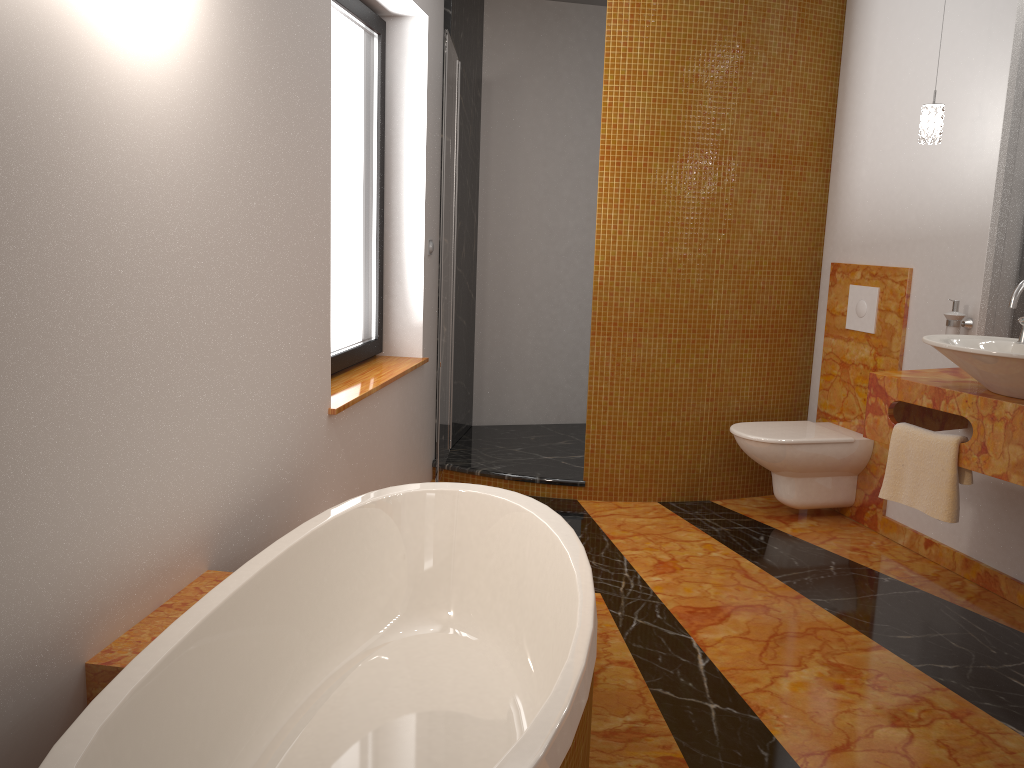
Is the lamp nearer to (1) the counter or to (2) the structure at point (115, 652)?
(1) the counter

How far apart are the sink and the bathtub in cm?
129

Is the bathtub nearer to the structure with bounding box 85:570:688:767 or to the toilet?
the structure with bounding box 85:570:688:767

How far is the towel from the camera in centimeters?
279cm

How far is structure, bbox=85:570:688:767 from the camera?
1.7 meters

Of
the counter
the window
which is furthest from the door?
the counter

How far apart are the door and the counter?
1.7 meters

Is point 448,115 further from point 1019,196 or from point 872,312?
point 1019,196

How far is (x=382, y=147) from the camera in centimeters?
388cm

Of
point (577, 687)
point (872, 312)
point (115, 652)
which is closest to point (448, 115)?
point (872, 312)
